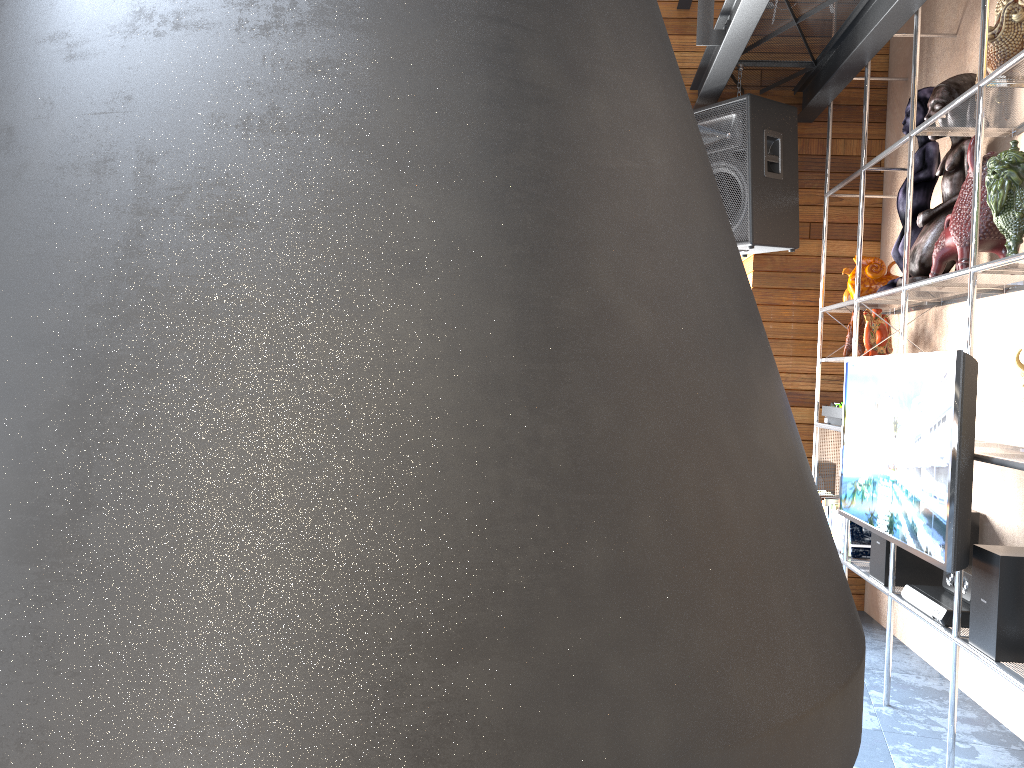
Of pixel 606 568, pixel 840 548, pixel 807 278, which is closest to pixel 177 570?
pixel 606 568

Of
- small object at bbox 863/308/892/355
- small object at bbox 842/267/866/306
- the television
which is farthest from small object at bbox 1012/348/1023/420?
small object at bbox 842/267/866/306

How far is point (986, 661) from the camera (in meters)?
2.52

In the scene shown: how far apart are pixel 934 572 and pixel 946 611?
0.6 meters

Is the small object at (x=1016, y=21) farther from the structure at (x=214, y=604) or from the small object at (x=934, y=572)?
the structure at (x=214, y=604)

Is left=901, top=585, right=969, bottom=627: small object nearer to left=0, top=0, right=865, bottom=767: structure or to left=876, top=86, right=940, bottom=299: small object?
left=876, top=86, right=940, bottom=299: small object

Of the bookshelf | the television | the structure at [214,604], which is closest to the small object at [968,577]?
the bookshelf

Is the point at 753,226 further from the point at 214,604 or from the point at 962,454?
the point at 214,604

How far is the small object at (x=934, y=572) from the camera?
3.39m

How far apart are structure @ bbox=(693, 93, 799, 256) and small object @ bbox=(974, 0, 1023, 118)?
1.2 meters
